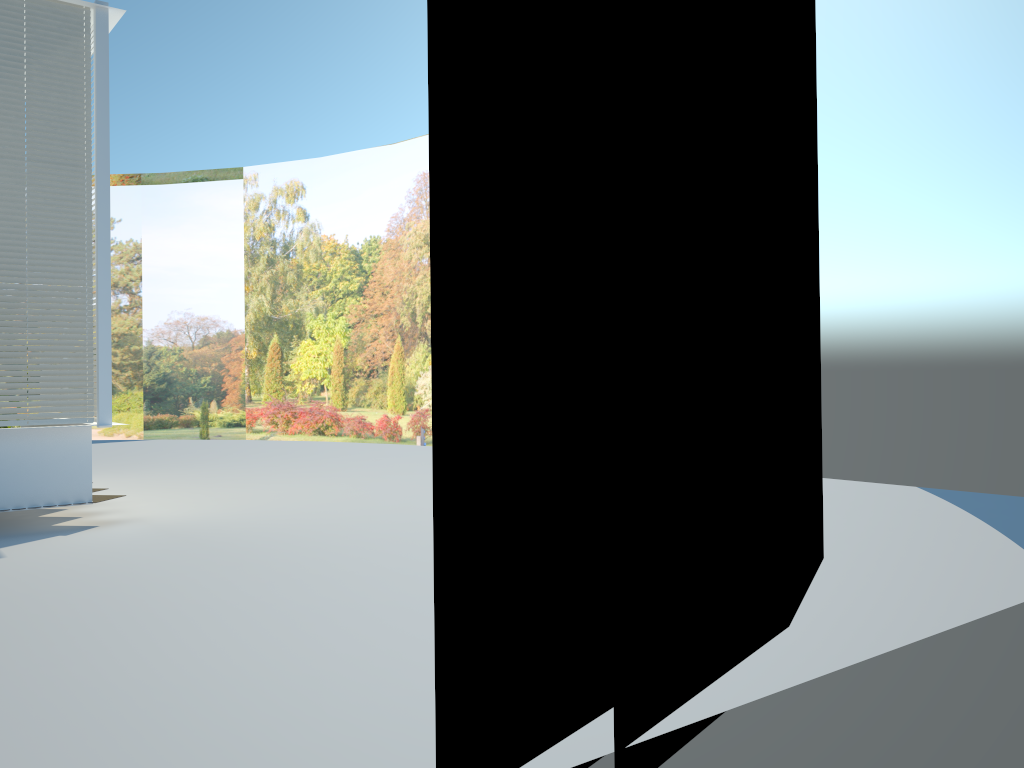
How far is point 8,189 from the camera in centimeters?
856cm

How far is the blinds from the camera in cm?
856

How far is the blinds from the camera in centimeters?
856cm
